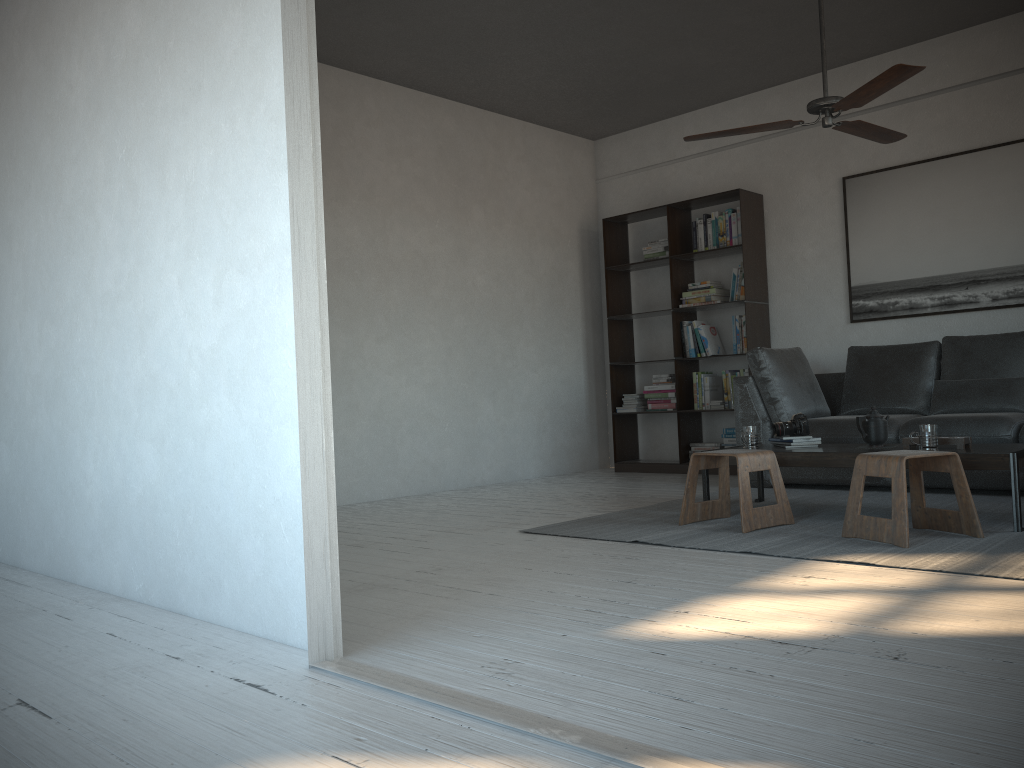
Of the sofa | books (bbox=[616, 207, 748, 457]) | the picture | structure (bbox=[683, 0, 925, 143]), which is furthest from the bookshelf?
structure (bbox=[683, 0, 925, 143])

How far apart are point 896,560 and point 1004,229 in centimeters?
345cm

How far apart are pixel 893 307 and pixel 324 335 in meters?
5.0 m

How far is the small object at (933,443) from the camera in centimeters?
381cm

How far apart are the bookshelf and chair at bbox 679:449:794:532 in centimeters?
230cm

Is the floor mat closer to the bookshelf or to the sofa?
the sofa

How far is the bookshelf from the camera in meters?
6.6

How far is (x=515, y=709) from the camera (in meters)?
1.79

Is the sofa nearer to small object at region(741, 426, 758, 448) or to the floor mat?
the floor mat

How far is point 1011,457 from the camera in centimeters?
353cm
